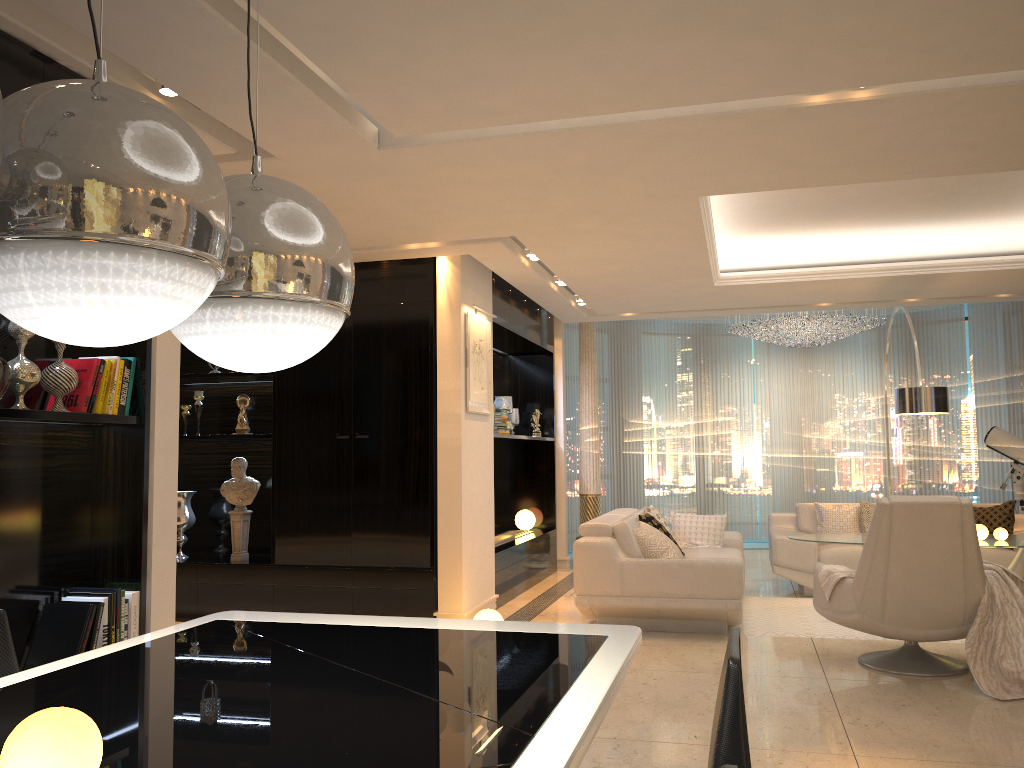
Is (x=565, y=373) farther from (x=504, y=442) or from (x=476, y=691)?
(x=476, y=691)

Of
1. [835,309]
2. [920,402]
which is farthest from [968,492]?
[920,402]

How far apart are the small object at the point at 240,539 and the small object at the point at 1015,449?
7.2 meters

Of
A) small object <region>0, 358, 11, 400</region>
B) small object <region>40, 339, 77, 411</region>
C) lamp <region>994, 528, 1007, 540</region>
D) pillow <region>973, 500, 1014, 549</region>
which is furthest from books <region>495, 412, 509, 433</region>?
small object <region>0, 358, 11, 400</region>

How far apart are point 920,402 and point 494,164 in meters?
Result: 4.3

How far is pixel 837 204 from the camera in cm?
639

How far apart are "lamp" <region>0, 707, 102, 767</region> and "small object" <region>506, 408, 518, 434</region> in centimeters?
791cm

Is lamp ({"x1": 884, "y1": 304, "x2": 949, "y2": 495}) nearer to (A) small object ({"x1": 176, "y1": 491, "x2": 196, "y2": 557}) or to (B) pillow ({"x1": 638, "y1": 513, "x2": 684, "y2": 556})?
(B) pillow ({"x1": 638, "y1": 513, "x2": 684, "y2": 556})

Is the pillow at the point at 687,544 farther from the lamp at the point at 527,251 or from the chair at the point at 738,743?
the chair at the point at 738,743

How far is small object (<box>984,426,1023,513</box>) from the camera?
8.8m
